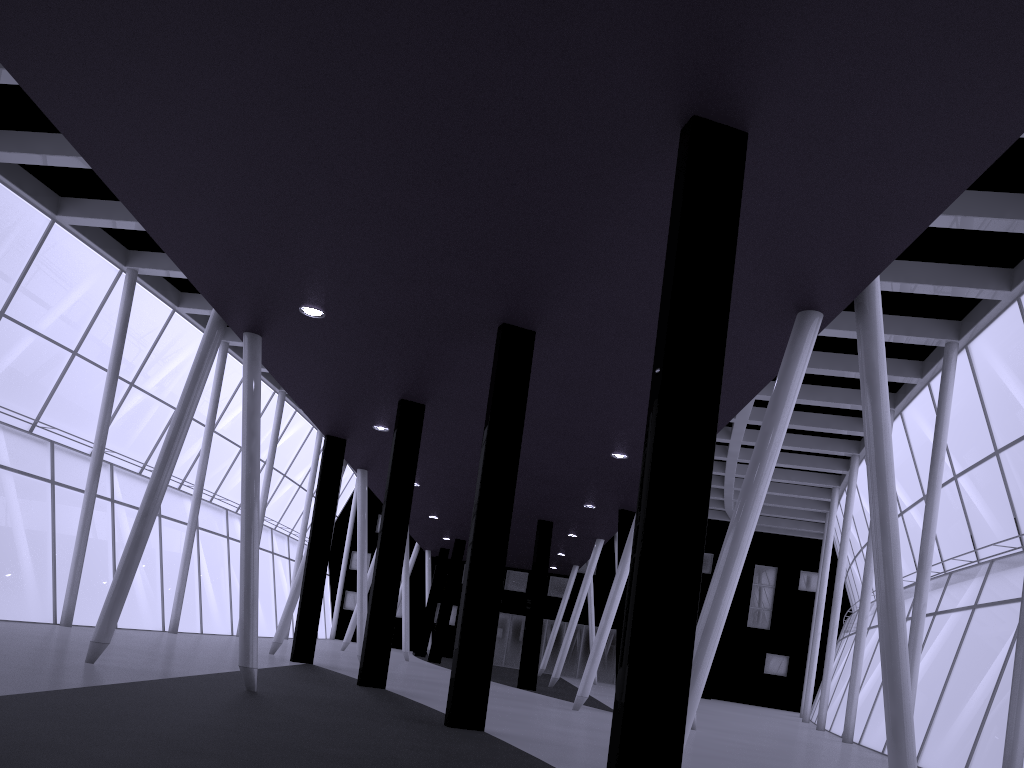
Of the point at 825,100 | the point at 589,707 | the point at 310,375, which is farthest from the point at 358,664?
the point at 825,100
